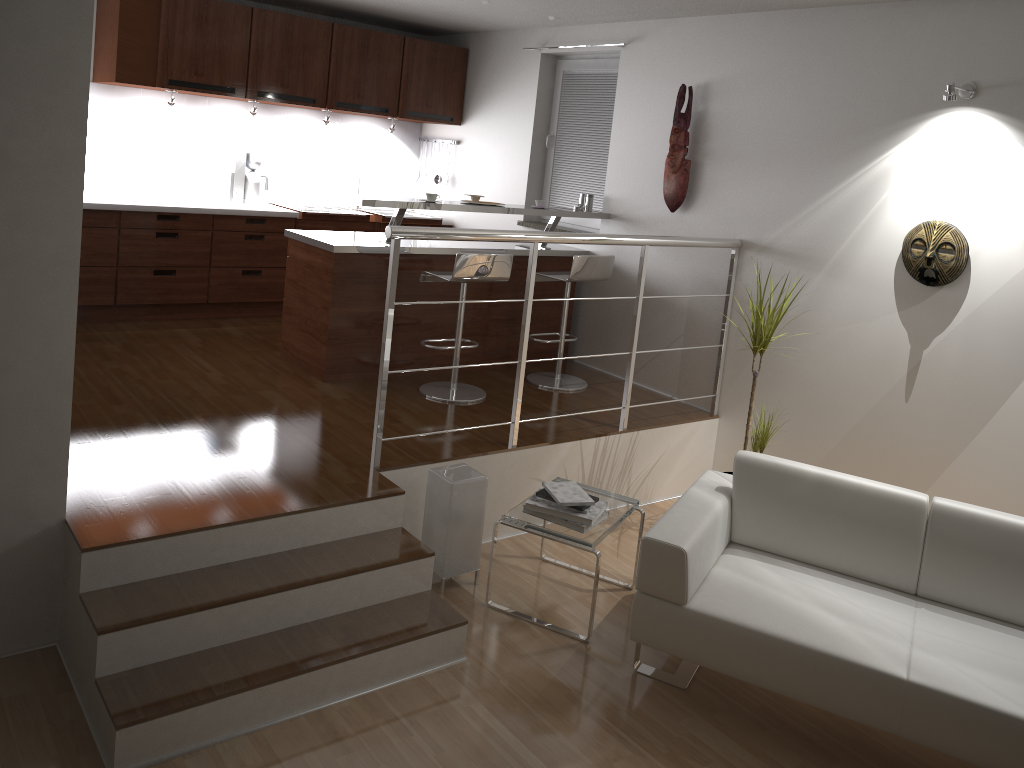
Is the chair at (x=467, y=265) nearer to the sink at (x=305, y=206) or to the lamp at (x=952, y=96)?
the sink at (x=305, y=206)

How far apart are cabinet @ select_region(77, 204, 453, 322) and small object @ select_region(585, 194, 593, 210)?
1.84m

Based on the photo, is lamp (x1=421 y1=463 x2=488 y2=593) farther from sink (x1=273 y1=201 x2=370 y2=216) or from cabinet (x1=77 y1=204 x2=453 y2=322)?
sink (x1=273 y1=201 x2=370 y2=216)

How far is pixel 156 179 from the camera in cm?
624

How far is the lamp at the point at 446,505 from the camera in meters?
3.8 m

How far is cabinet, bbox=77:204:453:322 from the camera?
5.7 meters

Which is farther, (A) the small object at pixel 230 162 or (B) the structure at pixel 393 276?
(A) the small object at pixel 230 162

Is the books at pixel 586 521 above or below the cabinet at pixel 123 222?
below

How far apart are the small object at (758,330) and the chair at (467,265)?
1.4m

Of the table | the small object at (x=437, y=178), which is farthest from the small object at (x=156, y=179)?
the table
